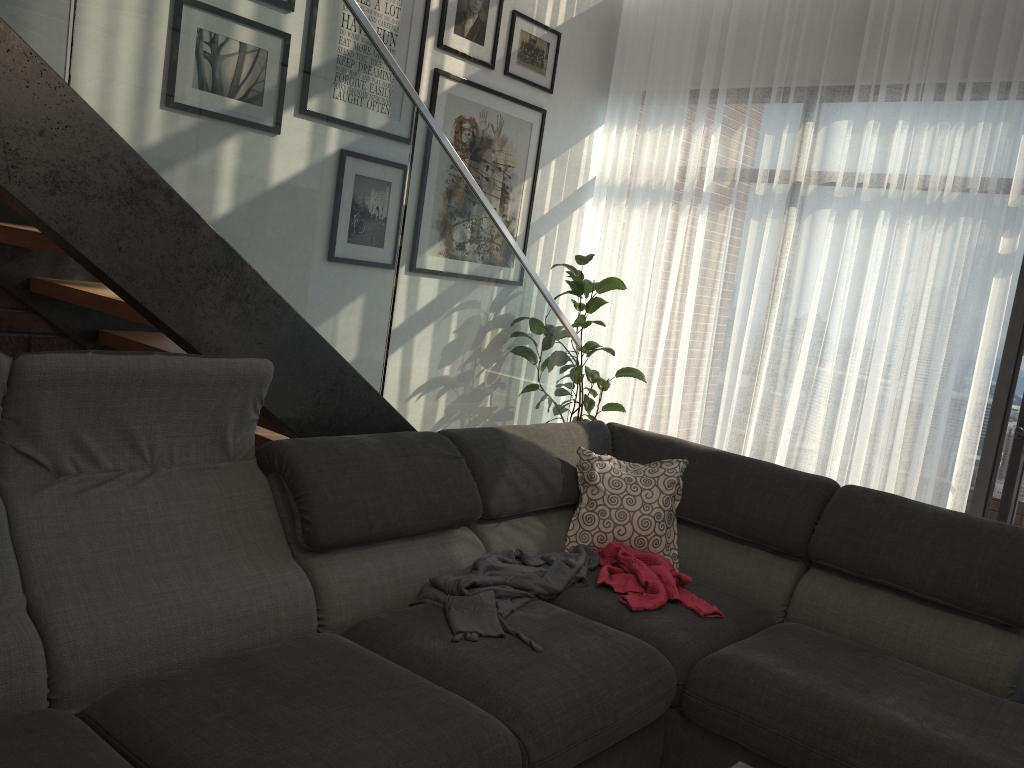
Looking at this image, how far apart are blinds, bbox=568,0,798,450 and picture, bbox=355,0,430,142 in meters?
1.4 m

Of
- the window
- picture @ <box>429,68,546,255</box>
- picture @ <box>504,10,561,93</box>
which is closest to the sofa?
the window

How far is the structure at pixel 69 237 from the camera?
2.0 meters

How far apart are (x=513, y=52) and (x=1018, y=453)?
3.2m

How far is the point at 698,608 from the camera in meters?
2.5

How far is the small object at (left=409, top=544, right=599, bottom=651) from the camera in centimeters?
221cm

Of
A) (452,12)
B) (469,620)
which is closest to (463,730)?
(469,620)

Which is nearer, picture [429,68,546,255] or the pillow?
the pillow

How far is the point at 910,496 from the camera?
4.19m

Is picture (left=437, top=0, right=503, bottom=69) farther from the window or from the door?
the door
